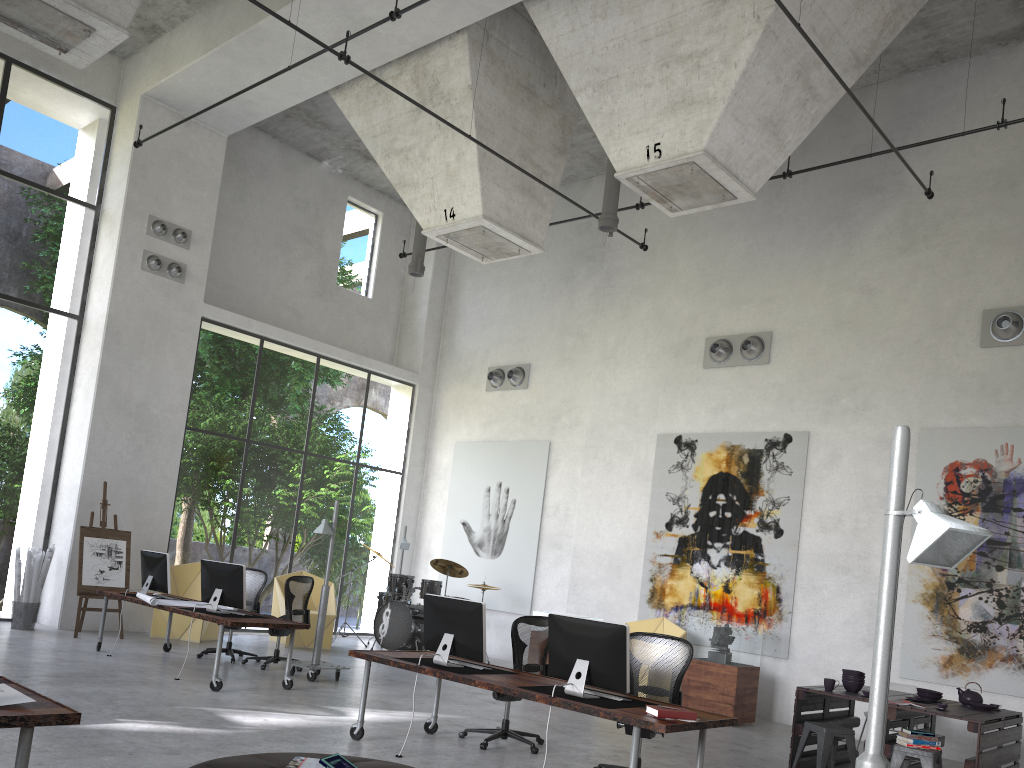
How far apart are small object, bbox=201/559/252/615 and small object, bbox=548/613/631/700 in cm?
428

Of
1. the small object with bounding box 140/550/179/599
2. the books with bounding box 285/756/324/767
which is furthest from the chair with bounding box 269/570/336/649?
the books with bounding box 285/756/324/767

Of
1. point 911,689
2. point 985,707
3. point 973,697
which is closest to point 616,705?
point 985,707

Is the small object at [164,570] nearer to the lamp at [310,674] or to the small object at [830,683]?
the lamp at [310,674]

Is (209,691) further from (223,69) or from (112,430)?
(223,69)

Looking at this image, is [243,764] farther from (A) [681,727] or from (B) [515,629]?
(B) [515,629]

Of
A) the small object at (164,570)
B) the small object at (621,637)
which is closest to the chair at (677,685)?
the small object at (621,637)

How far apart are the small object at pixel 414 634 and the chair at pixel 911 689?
6.3m

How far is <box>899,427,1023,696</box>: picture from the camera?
9.6m

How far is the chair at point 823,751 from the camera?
7.5 meters
